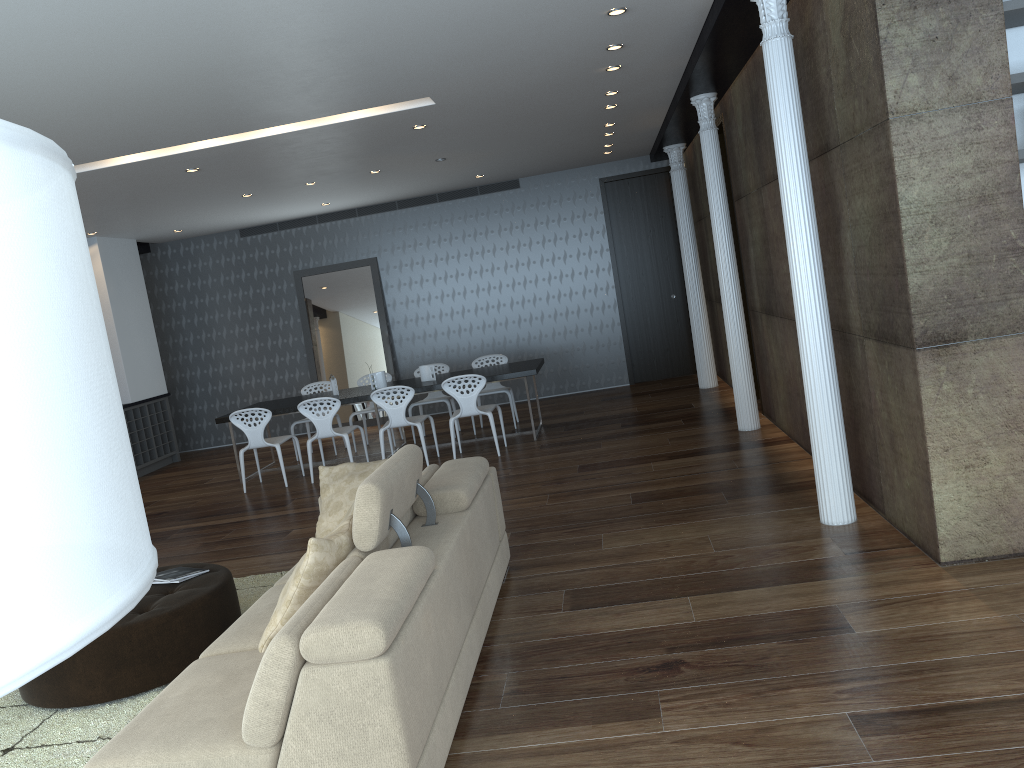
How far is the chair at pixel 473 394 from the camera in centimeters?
844cm

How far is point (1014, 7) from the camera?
3.7 meters

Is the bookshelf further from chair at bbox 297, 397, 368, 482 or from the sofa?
chair at bbox 297, 397, 368, 482

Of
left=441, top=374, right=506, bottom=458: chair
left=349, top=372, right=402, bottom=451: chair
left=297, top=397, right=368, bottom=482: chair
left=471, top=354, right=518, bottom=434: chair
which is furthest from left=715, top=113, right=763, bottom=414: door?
left=349, top=372, right=402, bottom=451: chair

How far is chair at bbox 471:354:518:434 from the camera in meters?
10.2 m

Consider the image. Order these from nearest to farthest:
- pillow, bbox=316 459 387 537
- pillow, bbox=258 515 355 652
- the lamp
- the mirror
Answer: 1. the lamp
2. pillow, bbox=258 515 355 652
3. pillow, bbox=316 459 387 537
4. the mirror

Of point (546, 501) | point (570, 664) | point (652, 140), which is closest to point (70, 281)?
point (570, 664)

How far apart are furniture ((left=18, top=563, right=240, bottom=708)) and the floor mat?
0.03m

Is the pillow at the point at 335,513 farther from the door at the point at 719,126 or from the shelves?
the shelves

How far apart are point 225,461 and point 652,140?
6.6m
